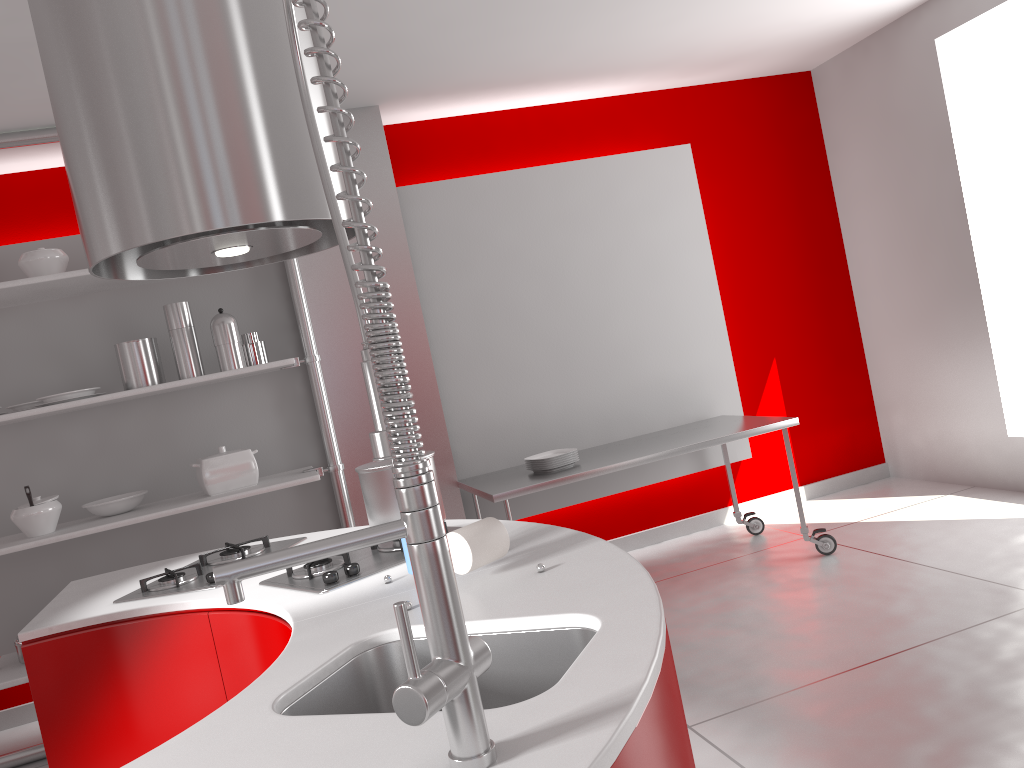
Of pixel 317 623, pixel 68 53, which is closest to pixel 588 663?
pixel 317 623

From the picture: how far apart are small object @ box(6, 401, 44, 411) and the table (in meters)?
1.94

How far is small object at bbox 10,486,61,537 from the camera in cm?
358

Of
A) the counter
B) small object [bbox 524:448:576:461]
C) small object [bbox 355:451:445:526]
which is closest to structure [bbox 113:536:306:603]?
the counter

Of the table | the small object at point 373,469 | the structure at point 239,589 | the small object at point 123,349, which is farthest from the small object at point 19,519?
the structure at point 239,589

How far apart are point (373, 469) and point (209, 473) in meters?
2.1 m

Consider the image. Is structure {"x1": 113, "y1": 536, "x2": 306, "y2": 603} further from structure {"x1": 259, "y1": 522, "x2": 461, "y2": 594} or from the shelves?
the shelves

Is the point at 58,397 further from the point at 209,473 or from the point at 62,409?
the point at 209,473

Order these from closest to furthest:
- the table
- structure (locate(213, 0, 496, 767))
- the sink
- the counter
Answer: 1. structure (locate(213, 0, 496, 767))
2. the counter
3. the sink
4. the table

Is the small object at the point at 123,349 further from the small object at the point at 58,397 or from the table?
the table
